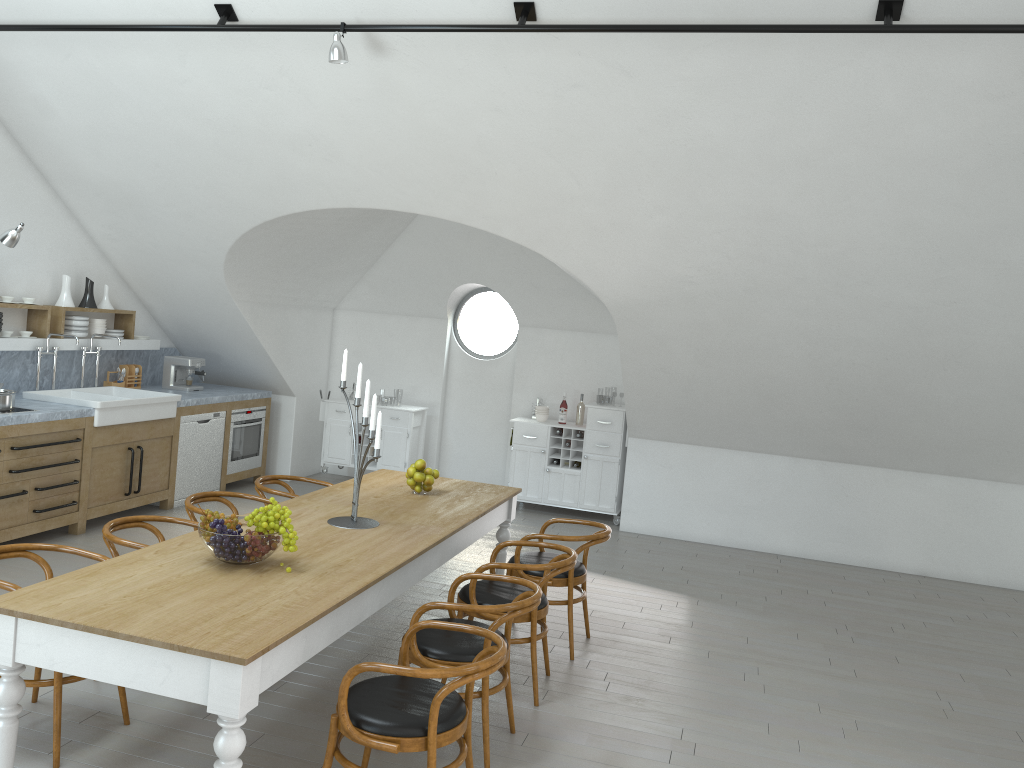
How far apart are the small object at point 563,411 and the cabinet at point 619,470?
0.1 meters

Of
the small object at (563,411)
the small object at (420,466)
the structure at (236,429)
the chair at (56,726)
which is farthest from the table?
the small object at (563,411)

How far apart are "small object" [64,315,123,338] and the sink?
0.49m

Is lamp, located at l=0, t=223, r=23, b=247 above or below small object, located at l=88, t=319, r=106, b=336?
above

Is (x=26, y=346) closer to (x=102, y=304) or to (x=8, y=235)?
(x=102, y=304)

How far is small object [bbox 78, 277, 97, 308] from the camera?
7.7m

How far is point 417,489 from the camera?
5.4m

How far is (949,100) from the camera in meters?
4.7

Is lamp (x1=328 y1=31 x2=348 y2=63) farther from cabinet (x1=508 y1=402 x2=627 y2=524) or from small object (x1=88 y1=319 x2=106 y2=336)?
cabinet (x1=508 y1=402 x2=627 y2=524)

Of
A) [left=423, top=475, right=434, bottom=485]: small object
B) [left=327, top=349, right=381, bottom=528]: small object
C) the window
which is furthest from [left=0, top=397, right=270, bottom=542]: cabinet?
[left=423, top=475, right=434, bottom=485]: small object
